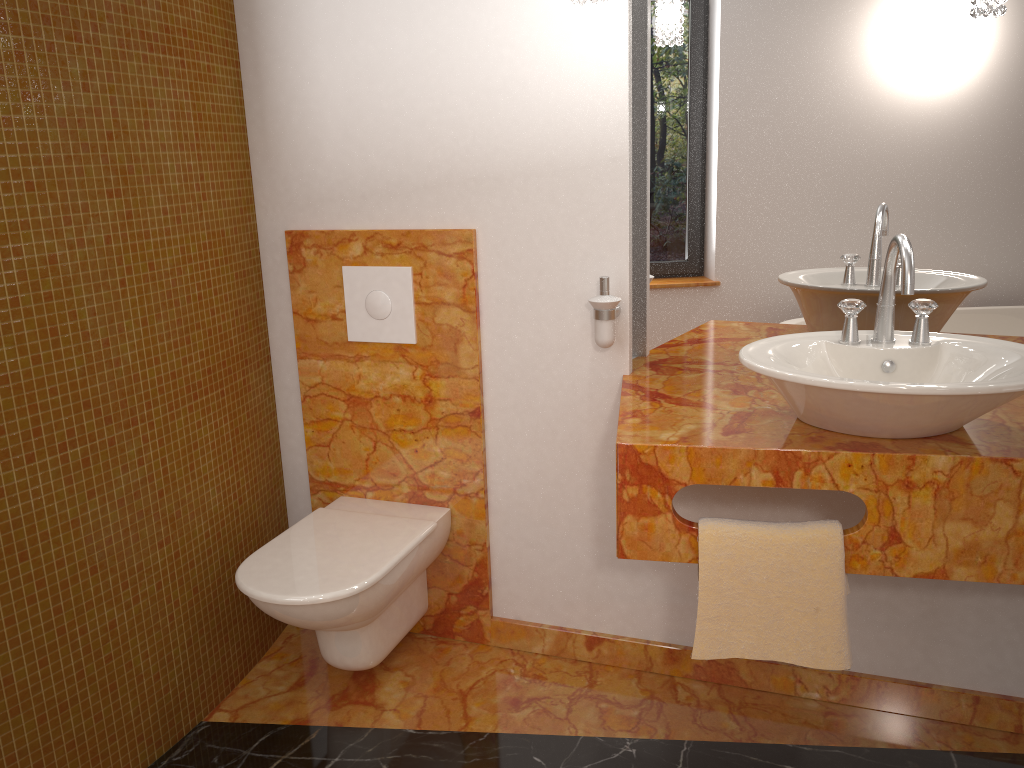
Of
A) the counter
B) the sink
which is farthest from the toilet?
the sink

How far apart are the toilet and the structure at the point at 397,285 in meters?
0.5

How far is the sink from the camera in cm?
140

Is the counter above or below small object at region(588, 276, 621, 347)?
below

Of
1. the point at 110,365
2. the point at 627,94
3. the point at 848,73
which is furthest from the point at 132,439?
the point at 848,73

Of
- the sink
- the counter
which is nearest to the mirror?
the counter

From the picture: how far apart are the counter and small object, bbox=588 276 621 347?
0.1m

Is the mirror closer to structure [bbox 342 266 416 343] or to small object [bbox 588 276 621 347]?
small object [bbox 588 276 621 347]

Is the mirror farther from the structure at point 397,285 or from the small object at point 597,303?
the structure at point 397,285

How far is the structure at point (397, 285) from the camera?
2.28m
